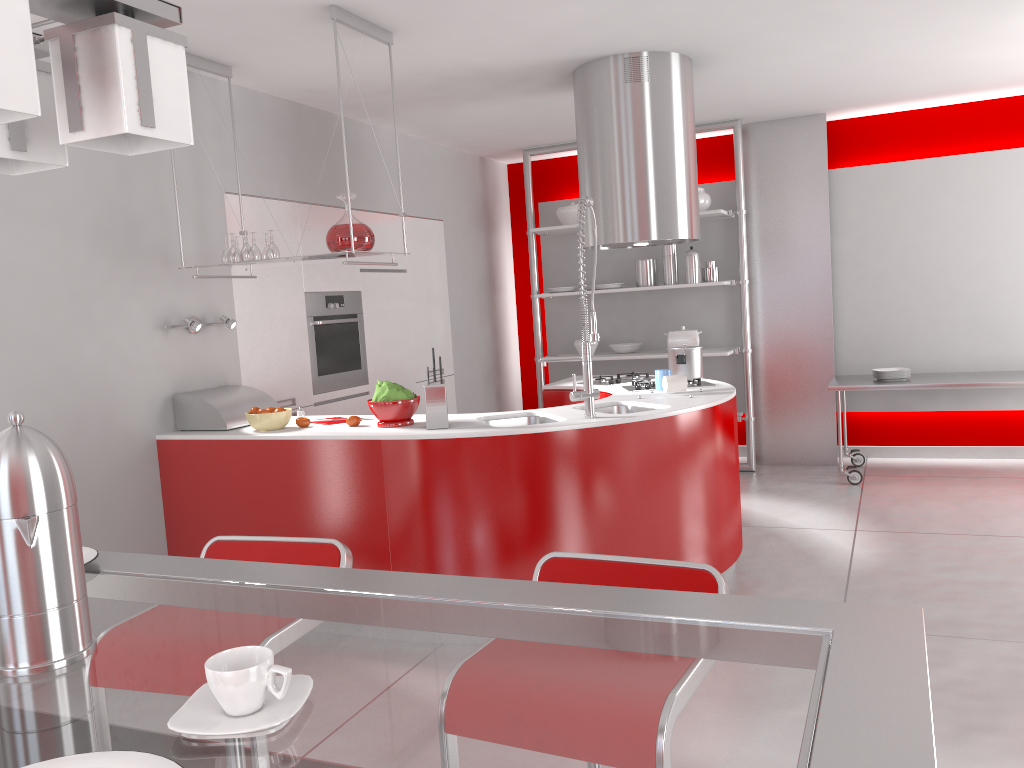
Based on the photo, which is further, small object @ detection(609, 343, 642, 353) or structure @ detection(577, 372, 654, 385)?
small object @ detection(609, 343, 642, 353)

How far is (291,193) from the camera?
5.0m

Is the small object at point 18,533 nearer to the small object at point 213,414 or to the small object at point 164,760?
the small object at point 164,760

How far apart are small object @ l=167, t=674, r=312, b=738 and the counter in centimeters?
260cm

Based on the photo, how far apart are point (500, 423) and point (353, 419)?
0.7 meters

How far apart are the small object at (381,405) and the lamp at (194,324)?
0.99m

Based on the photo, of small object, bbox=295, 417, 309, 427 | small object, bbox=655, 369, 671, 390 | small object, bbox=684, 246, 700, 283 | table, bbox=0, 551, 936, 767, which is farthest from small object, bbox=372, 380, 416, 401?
small object, bbox=684, 246, 700, 283

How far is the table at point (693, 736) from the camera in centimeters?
74cm

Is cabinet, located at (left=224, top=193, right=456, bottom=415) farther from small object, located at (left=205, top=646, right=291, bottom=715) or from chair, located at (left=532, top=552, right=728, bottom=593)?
small object, located at (left=205, top=646, right=291, bottom=715)

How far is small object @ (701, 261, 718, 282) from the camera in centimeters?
661cm
